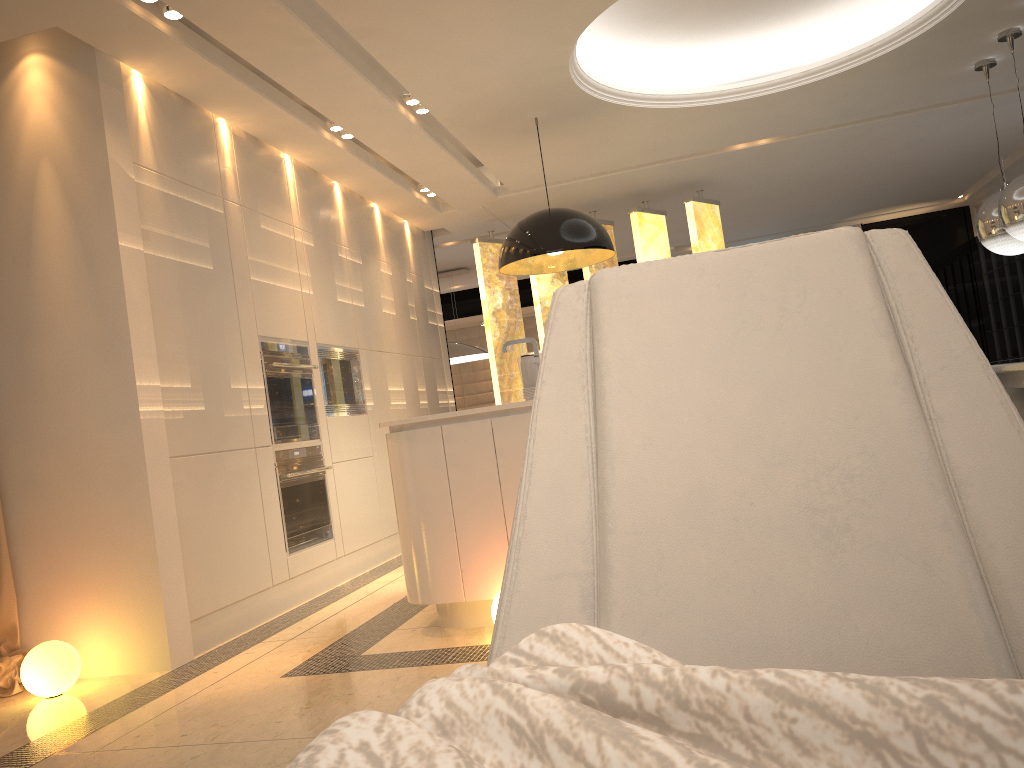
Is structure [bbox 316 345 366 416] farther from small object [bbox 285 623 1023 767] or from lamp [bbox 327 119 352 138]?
small object [bbox 285 623 1023 767]

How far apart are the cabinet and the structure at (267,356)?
1.38m

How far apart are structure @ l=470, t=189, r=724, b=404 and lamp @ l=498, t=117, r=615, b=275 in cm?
193

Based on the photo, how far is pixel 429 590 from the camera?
3.5m

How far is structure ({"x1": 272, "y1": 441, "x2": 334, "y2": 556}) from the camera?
4.83m

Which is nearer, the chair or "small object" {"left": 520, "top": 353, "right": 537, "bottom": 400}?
the chair

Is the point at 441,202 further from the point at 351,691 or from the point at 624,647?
the point at 624,647

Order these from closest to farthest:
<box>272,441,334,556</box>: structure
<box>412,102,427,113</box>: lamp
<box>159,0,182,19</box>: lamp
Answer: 1. <box>159,0,182,19</box>: lamp
2. <box>272,441,334,556</box>: structure
3. <box>412,102,427,113</box>: lamp

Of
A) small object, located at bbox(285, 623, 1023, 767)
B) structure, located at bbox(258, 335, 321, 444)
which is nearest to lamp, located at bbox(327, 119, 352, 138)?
structure, located at bbox(258, 335, 321, 444)

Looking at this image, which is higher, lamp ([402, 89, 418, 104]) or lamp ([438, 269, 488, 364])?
lamp ([402, 89, 418, 104])
